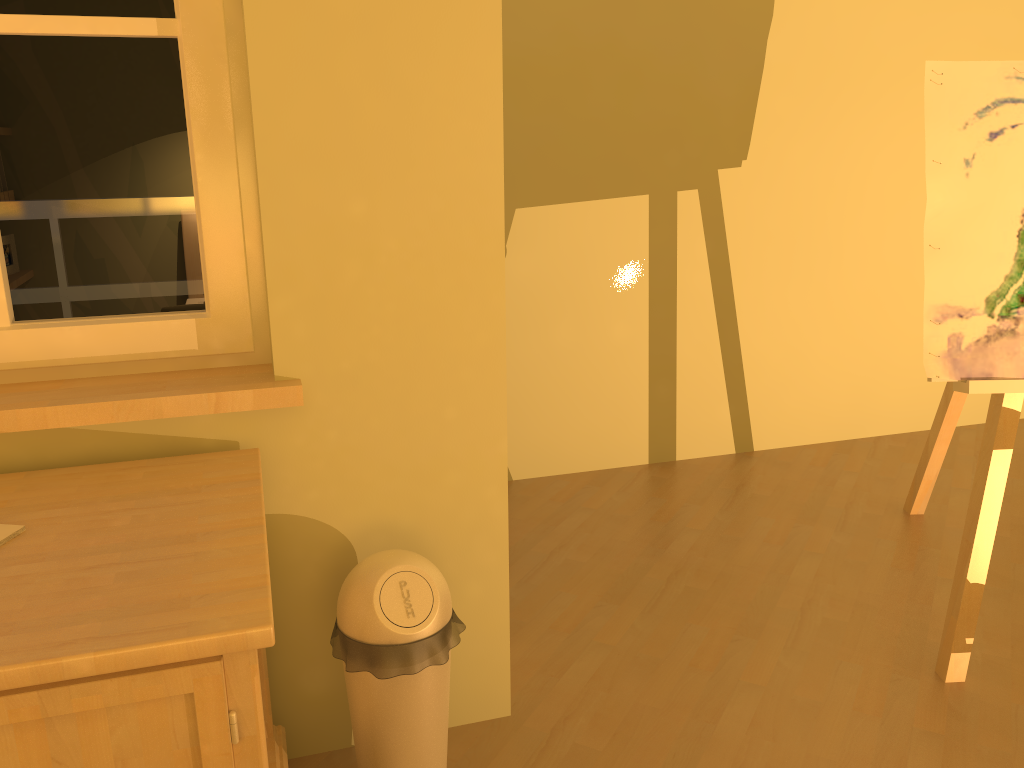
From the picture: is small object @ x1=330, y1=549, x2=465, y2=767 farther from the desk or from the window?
the window

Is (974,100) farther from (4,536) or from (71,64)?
(4,536)

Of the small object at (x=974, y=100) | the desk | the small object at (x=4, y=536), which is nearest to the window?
the desk

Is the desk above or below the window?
below

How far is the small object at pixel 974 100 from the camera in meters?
2.0

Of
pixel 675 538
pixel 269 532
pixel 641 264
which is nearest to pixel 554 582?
pixel 675 538

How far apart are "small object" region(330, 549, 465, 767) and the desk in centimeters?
15cm

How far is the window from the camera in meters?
1.6 m

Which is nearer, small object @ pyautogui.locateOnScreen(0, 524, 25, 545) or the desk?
the desk

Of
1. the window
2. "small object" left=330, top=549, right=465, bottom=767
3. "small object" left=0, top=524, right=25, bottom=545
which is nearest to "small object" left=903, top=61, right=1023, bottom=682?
"small object" left=330, top=549, right=465, bottom=767
